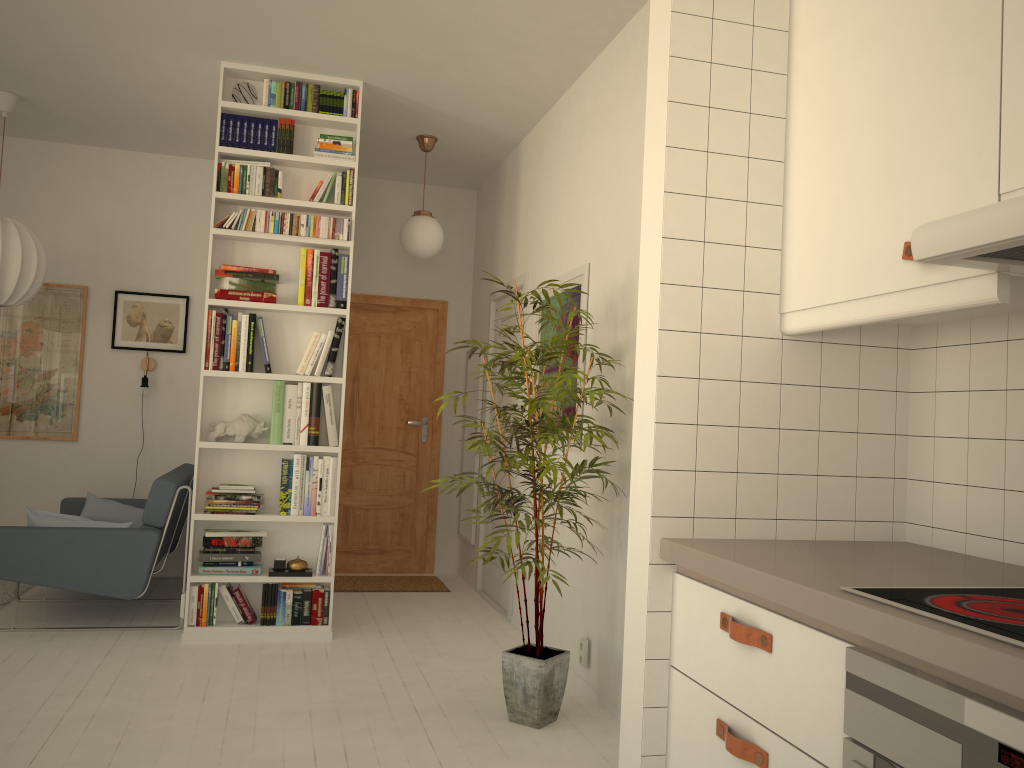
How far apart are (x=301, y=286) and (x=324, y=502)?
1.12m

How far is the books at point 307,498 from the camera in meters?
4.5 m

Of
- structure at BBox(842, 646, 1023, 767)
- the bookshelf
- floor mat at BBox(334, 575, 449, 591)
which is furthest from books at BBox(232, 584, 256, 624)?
structure at BBox(842, 646, 1023, 767)

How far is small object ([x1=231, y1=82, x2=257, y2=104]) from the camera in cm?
449

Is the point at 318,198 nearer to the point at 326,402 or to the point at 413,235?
the point at 413,235

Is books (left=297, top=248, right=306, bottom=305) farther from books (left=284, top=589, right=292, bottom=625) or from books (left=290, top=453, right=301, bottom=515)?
books (left=284, top=589, right=292, bottom=625)

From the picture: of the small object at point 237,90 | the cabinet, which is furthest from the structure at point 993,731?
the small object at point 237,90

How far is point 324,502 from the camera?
4.5m

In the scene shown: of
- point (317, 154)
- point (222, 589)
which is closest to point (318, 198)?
point (317, 154)

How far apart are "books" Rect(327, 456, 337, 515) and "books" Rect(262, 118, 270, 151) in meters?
1.6
